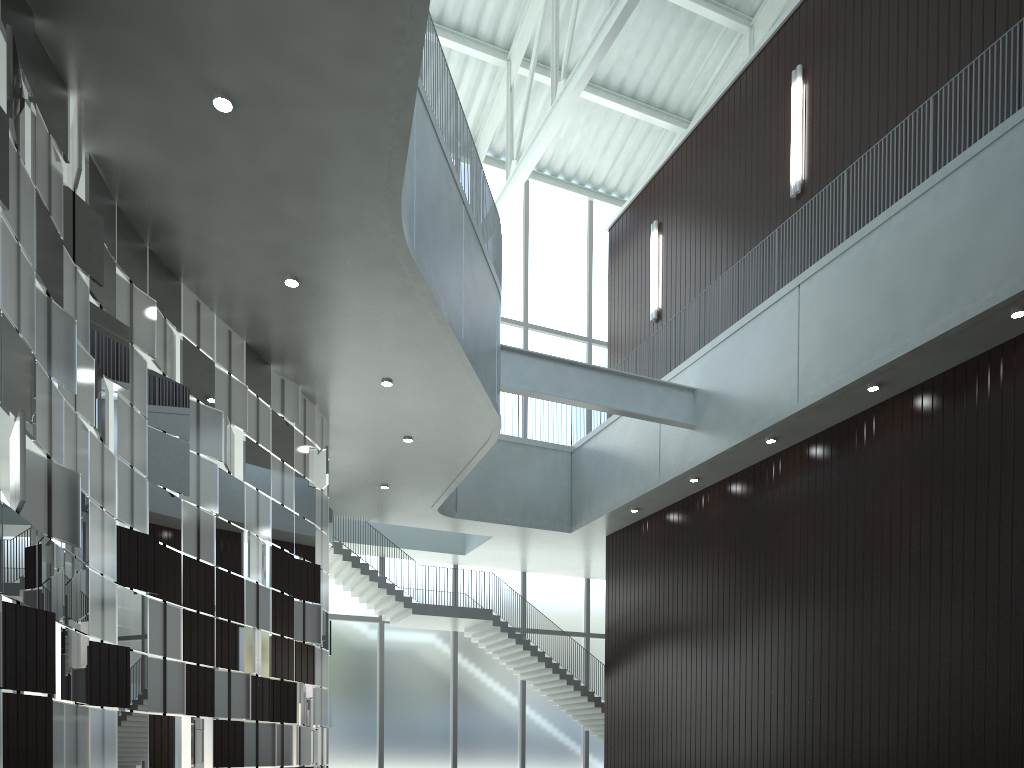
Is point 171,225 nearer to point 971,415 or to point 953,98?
point 971,415

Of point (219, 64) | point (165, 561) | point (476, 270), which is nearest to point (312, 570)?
point (165, 561)
